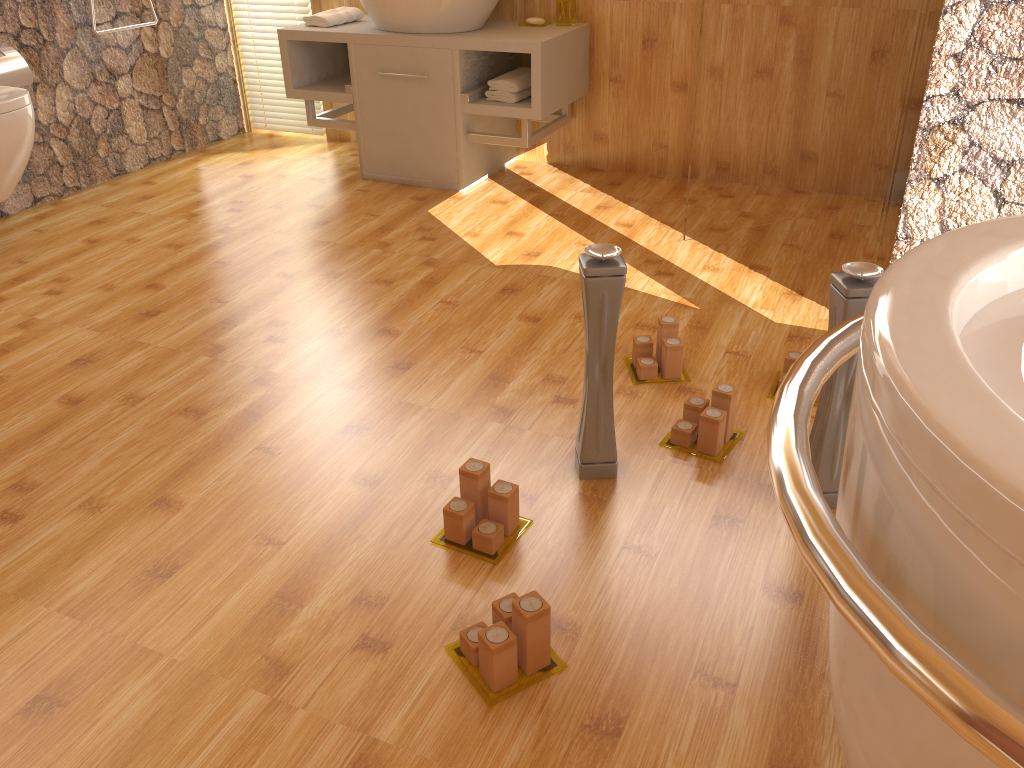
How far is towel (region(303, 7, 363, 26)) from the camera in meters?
3.5 m

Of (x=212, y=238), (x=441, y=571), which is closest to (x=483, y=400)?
(x=441, y=571)

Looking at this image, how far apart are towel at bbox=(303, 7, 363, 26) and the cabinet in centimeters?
3cm

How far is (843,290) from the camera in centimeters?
149cm

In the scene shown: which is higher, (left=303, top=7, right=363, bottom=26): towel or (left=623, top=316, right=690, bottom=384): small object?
(left=303, top=7, right=363, bottom=26): towel

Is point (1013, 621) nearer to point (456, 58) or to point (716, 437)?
point (716, 437)

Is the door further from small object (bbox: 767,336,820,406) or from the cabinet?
small object (bbox: 767,336,820,406)

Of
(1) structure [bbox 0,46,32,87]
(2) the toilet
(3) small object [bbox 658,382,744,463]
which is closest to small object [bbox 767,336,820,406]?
(3) small object [bbox 658,382,744,463]

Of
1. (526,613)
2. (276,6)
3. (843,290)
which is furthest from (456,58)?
(526,613)

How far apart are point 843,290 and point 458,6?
2.3 meters
